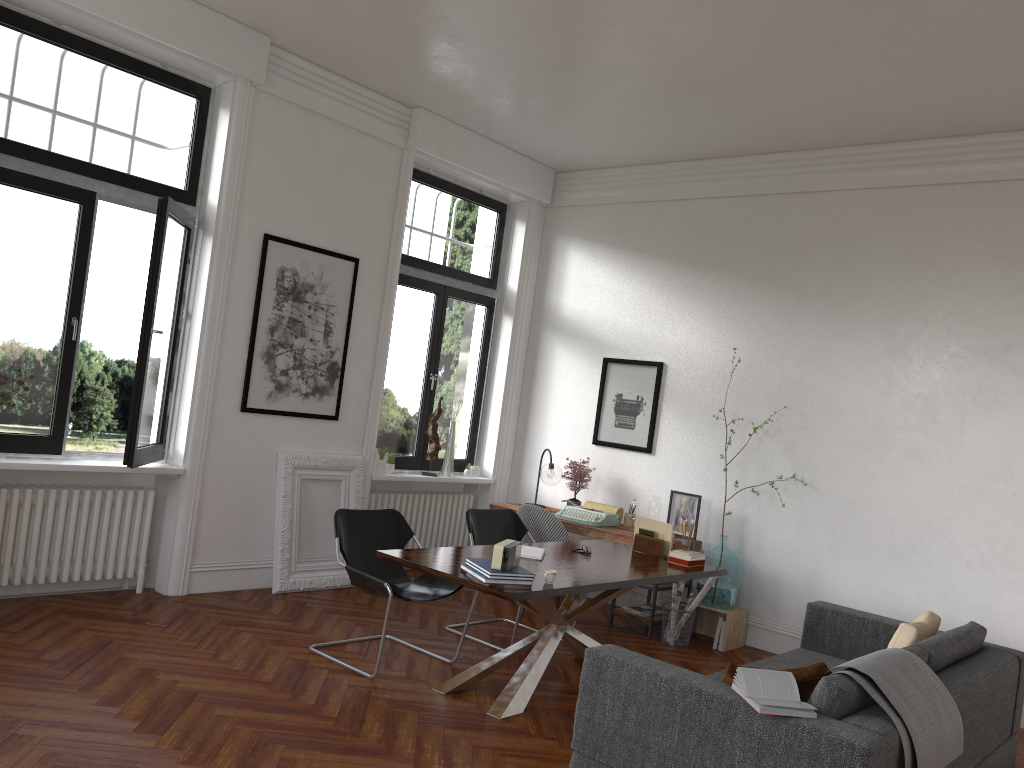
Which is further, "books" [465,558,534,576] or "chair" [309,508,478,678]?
"chair" [309,508,478,678]

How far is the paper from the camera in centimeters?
665cm

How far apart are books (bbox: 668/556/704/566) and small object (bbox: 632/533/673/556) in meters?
0.2 m

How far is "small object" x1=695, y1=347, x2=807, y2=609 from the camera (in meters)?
6.83

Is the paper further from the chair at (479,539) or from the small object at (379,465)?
the small object at (379,465)

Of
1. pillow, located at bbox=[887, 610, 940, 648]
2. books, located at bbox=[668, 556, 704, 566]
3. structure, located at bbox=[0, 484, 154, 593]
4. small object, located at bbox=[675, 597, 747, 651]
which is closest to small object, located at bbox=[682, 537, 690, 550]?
books, located at bbox=[668, 556, 704, 566]

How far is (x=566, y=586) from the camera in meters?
4.6

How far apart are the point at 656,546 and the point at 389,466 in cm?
275

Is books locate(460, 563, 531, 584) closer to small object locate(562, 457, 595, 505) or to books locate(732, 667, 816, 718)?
books locate(732, 667, 816, 718)

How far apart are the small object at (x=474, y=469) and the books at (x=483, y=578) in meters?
4.0
